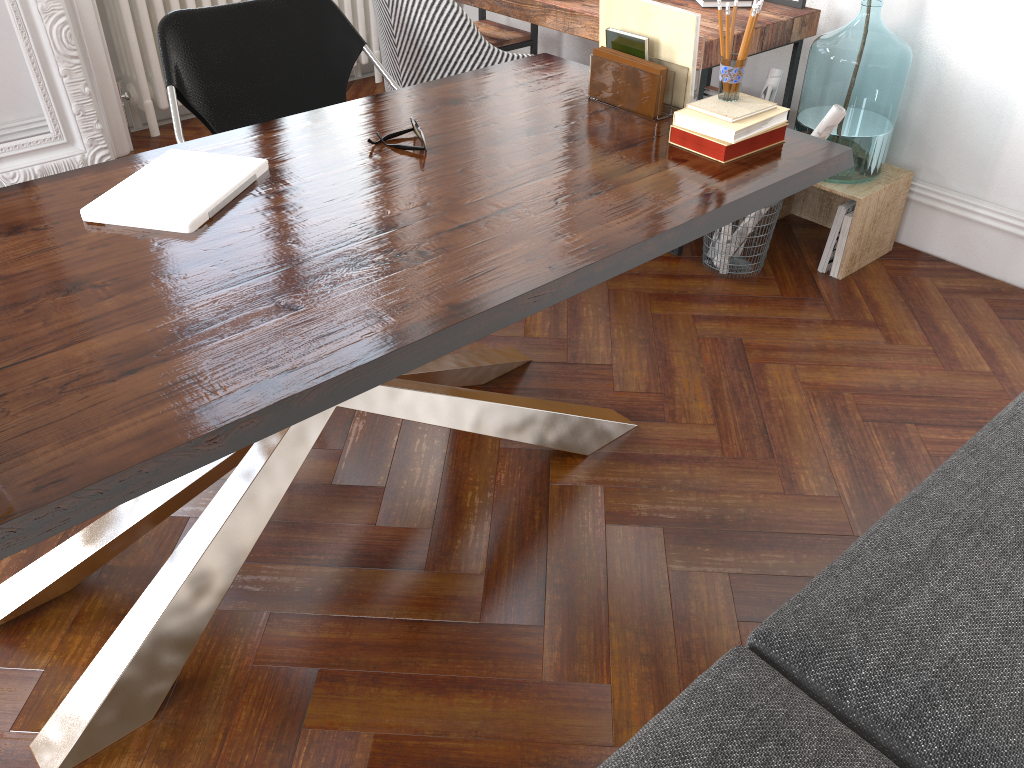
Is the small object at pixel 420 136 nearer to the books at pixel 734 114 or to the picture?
the books at pixel 734 114

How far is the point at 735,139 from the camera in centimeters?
189cm

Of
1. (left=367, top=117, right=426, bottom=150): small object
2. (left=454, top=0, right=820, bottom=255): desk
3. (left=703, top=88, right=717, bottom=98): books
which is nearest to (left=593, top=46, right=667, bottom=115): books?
(left=367, top=117, right=426, bottom=150): small object

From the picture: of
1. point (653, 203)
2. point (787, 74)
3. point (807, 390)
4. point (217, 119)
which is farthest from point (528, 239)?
point (787, 74)

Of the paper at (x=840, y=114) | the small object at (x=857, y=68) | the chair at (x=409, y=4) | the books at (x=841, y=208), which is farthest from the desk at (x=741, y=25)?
the books at (x=841, y=208)

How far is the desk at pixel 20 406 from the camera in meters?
1.2 m

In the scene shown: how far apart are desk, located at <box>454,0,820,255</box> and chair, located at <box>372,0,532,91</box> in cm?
26

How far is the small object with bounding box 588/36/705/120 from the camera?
2.10m

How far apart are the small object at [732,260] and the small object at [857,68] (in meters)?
0.39

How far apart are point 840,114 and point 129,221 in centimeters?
203cm
